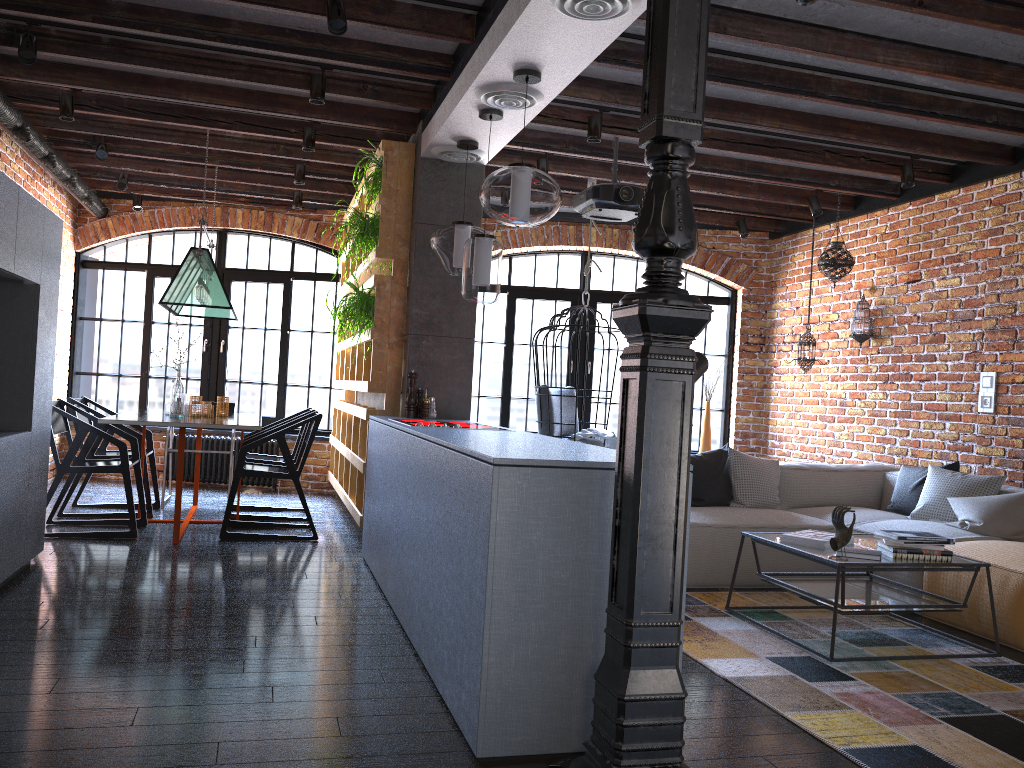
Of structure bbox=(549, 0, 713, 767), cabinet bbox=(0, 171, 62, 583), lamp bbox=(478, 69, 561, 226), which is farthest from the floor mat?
cabinet bbox=(0, 171, 62, 583)

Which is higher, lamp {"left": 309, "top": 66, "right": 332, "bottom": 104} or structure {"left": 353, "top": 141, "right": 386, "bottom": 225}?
lamp {"left": 309, "top": 66, "right": 332, "bottom": 104}

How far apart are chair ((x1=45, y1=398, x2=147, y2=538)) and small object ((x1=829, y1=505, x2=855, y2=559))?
4.0 meters

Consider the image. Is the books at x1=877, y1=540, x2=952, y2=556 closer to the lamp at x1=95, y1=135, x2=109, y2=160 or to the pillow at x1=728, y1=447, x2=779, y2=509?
the pillow at x1=728, y1=447, x2=779, y2=509

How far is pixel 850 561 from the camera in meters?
3.7 m

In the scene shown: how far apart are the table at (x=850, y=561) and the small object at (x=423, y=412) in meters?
2.0 m

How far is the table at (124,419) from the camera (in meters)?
5.19

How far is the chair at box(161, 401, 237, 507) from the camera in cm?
678

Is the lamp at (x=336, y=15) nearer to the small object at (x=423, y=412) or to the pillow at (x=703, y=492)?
the small object at (x=423, y=412)

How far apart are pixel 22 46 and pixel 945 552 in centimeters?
489cm
